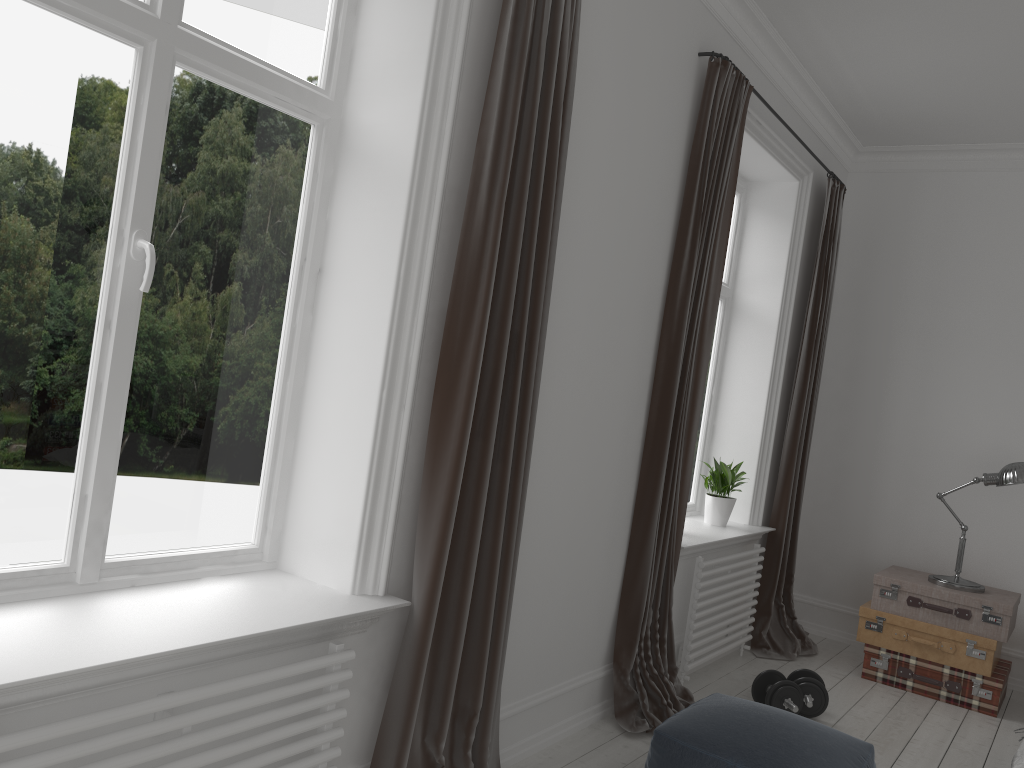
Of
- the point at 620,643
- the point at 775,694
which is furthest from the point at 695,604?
the point at 620,643

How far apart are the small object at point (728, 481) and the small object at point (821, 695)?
0.9m

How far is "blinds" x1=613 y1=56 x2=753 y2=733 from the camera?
3.55m

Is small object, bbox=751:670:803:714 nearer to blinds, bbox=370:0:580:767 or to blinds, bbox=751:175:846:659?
blinds, bbox=751:175:846:659

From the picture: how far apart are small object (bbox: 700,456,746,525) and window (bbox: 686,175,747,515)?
0.22m

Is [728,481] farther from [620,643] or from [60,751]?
[60,751]

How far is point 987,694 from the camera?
4.35m

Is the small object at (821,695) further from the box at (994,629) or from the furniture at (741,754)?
the furniture at (741,754)

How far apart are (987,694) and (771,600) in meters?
1.1 m

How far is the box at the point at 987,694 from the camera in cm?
435
